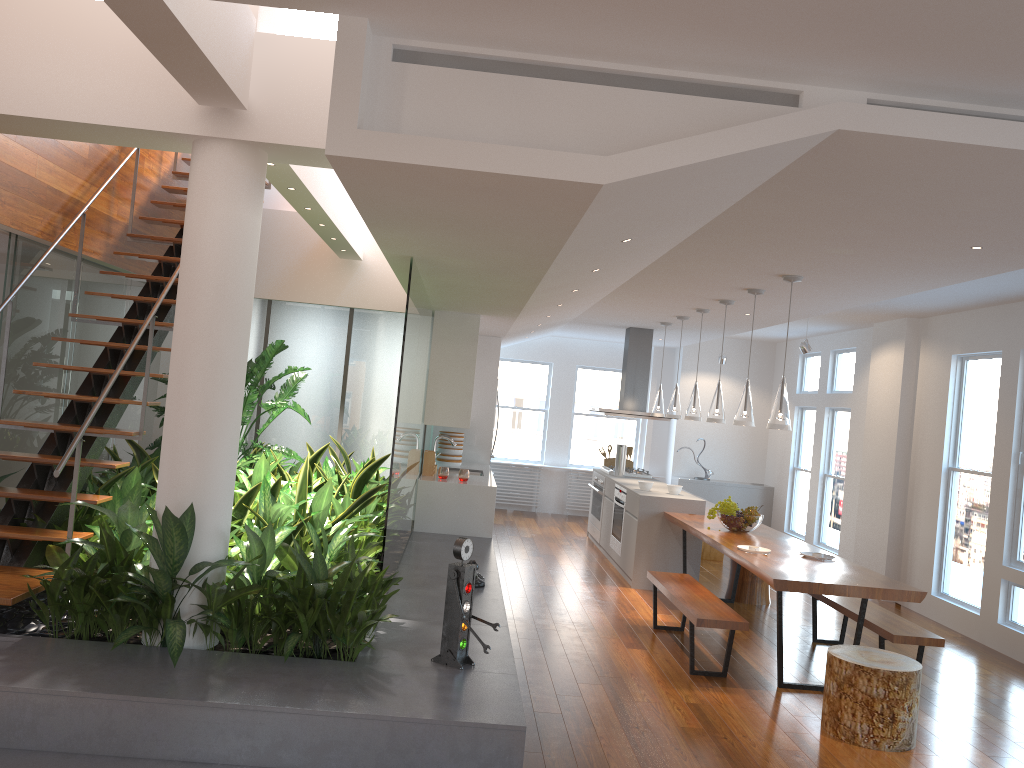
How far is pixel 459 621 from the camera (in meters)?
3.89

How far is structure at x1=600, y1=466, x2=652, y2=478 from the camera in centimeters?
996cm

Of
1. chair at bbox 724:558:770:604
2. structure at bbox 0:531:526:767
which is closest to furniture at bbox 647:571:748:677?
structure at bbox 0:531:526:767

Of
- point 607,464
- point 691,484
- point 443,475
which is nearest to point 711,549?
point 607,464

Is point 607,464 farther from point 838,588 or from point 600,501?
point 838,588

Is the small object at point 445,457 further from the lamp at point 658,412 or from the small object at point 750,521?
the small object at point 750,521

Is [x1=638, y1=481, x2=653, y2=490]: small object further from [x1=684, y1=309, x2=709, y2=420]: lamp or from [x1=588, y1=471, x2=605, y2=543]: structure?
[x1=588, y1=471, x2=605, y2=543]: structure

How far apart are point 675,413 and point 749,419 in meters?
2.2

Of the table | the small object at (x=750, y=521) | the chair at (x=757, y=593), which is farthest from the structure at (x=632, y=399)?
the small object at (x=750, y=521)

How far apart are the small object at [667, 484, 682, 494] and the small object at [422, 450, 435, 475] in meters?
2.2 m
